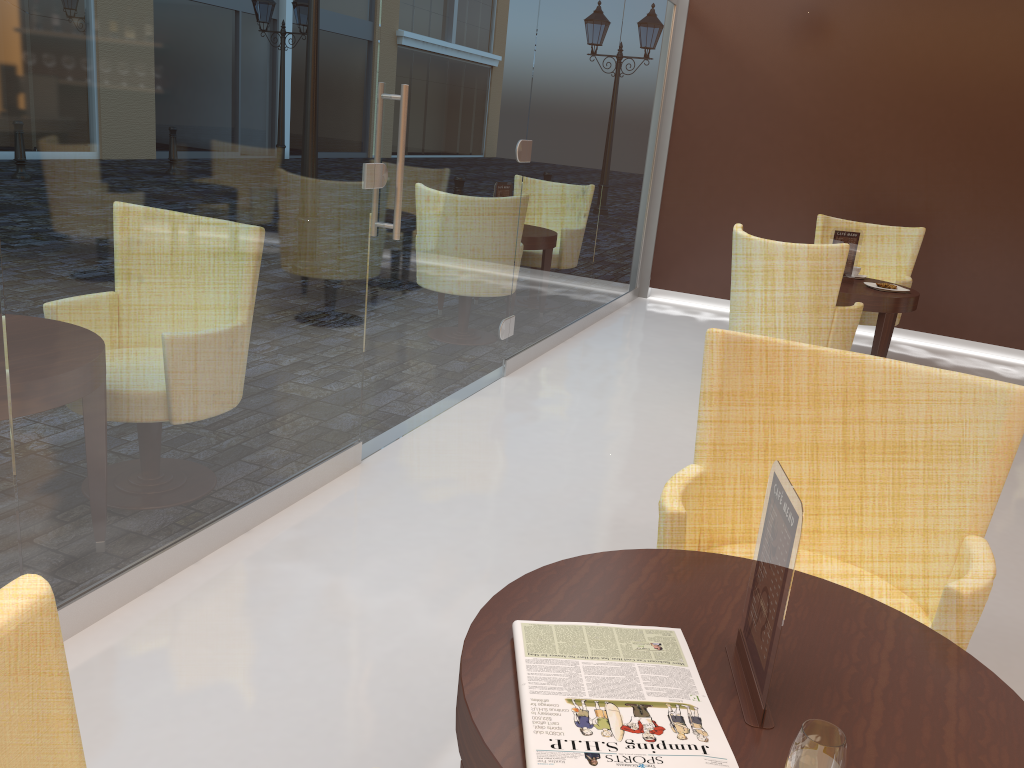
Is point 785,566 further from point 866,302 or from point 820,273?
point 866,302

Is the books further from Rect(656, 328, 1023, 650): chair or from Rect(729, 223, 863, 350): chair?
Rect(729, 223, 863, 350): chair

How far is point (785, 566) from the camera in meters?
1.2

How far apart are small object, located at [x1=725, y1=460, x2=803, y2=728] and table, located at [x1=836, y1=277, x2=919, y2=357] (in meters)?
4.18

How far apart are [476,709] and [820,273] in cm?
387

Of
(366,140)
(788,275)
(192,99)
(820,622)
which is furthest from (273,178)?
(788,275)

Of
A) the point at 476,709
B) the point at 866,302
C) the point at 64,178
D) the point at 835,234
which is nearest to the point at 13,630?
the point at 476,709

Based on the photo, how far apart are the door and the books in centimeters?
239cm

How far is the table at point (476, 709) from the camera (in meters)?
1.23

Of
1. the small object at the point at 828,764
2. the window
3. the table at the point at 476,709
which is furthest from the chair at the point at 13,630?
the window
